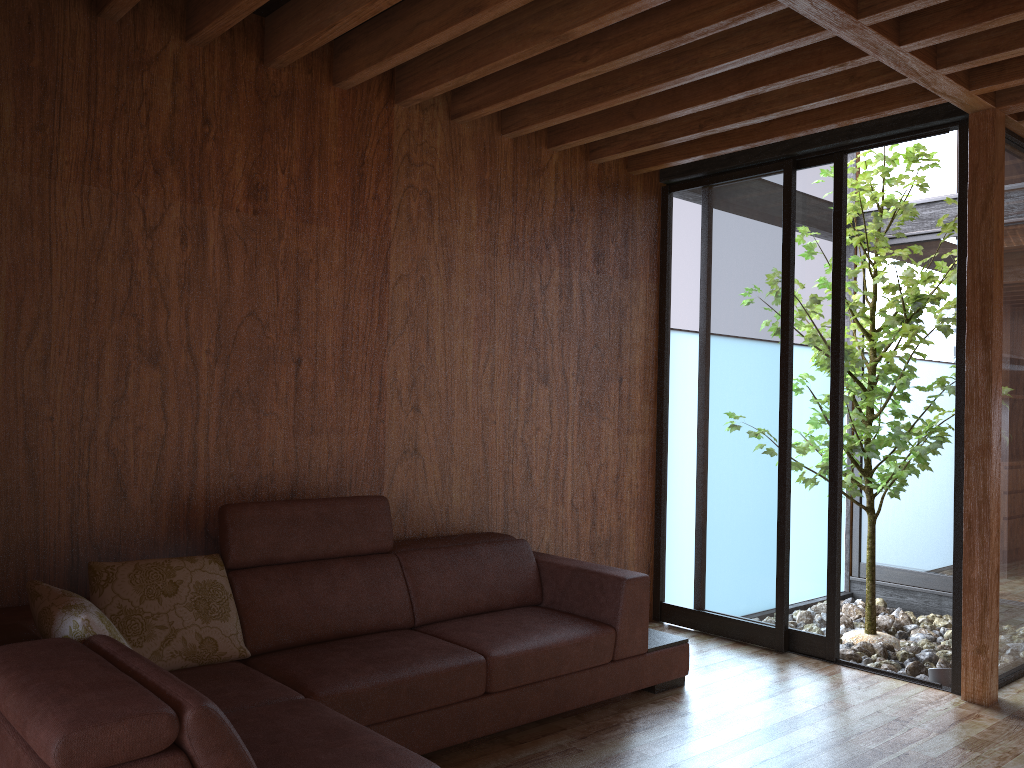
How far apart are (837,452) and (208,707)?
3.1 meters

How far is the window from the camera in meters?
3.9

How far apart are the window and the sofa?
0.75m

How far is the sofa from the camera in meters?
1.6

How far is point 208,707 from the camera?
1.6m

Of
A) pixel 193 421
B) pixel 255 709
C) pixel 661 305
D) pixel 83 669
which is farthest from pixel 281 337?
pixel 661 305

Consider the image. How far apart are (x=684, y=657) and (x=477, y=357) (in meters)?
1.49

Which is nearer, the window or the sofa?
the sofa

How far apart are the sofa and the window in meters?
0.8

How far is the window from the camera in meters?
3.9
